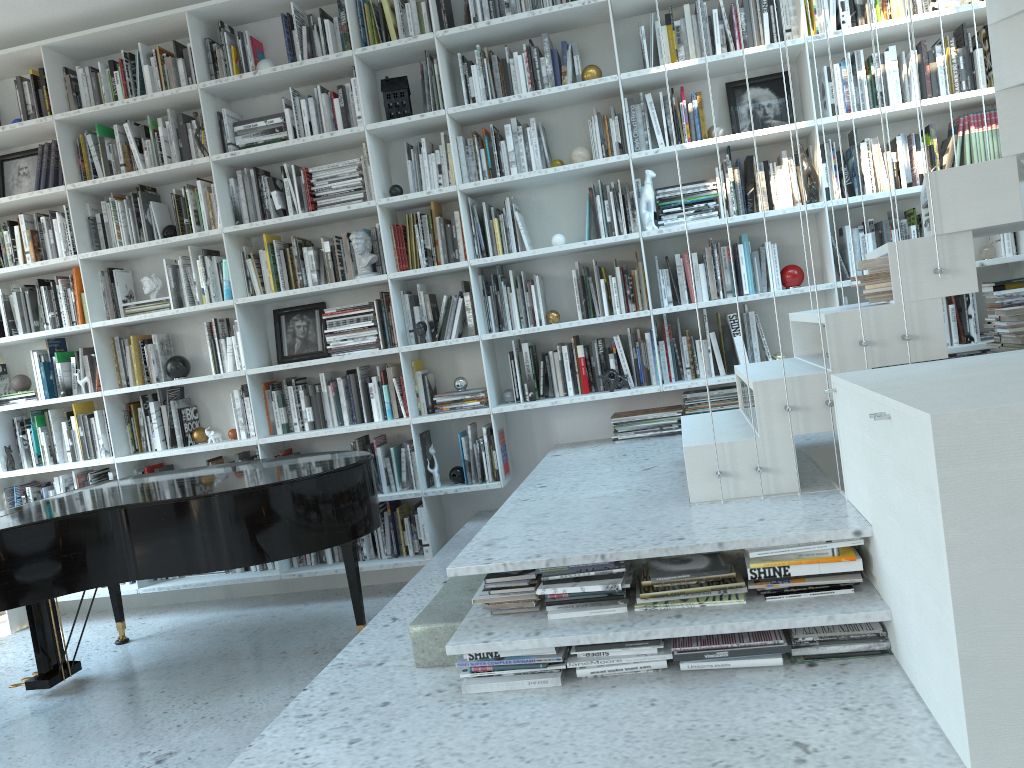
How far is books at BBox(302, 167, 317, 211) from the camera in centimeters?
458cm

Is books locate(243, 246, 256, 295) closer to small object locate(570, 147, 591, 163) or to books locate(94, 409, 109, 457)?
books locate(94, 409, 109, 457)

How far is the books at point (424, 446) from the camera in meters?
4.6 m

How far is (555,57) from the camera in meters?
4.3

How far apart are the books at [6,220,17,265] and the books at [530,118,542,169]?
2.97m

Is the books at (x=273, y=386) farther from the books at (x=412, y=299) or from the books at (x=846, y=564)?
the books at (x=846, y=564)

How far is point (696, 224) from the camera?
4.13m

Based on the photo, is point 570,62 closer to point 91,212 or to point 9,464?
point 91,212

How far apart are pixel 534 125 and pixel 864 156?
1.6m

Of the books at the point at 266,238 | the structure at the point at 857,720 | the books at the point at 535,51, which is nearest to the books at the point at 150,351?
the books at the point at 266,238
